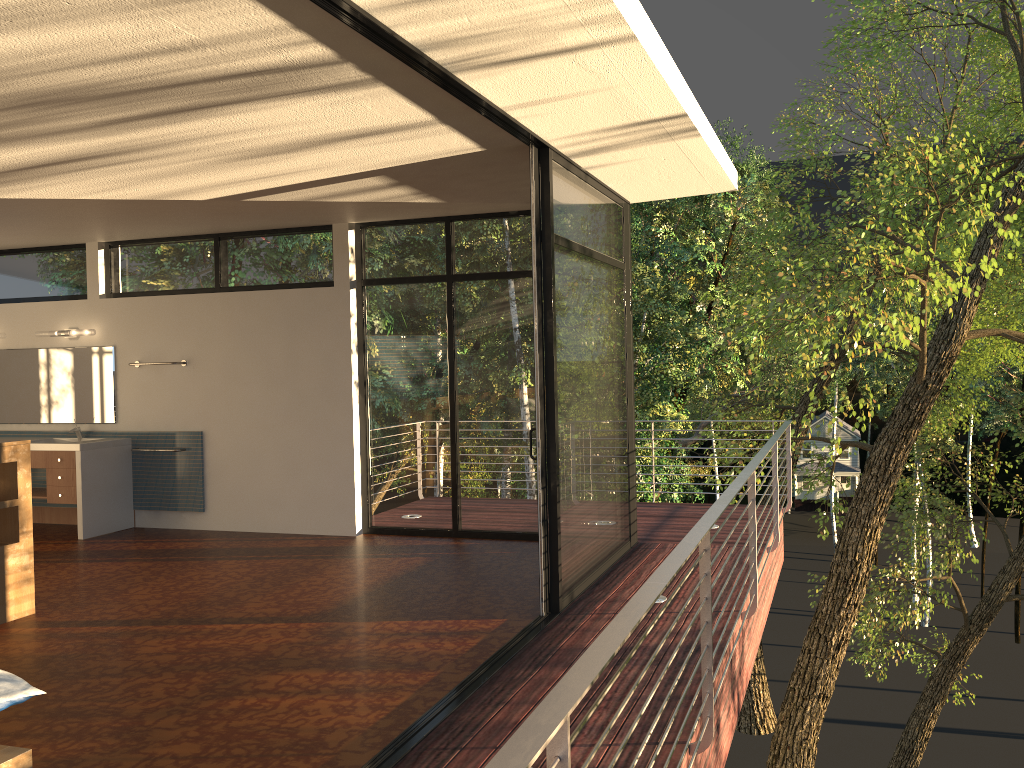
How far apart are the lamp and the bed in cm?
580

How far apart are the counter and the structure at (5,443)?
2.3m

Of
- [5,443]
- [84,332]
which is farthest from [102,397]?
[5,443]

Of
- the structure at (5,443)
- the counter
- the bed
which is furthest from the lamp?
the bed

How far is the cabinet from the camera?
7.31m

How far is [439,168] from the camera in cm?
483

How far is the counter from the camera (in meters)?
7.32

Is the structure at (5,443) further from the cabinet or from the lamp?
the lamp

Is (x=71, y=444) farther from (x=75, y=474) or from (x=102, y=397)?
(x=102, y=397)

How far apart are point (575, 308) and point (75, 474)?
4.70m
